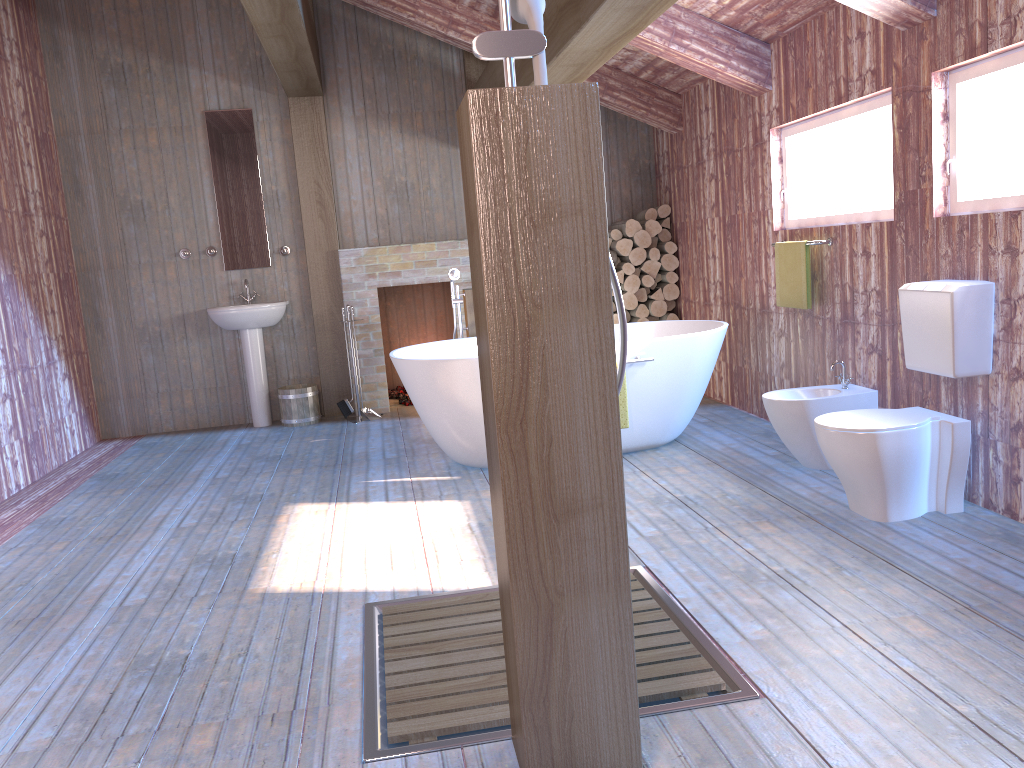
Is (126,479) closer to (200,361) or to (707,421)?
(200,361)

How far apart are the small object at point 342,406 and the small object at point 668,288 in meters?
2.6 m

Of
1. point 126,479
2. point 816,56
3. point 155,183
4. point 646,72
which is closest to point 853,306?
point 816,56

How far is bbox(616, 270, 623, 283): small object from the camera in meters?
6.9 m

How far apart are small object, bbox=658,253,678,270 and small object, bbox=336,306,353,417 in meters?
2.7

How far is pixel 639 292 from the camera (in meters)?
6.97

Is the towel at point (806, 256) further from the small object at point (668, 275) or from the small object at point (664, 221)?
the small object at point (664, 221)

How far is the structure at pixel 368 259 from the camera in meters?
6.8 m

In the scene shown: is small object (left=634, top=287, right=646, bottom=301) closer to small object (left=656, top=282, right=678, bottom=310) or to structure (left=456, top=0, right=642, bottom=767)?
small object (left=656, top=282, right=678, bottom=310)

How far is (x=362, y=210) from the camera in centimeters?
698cm
